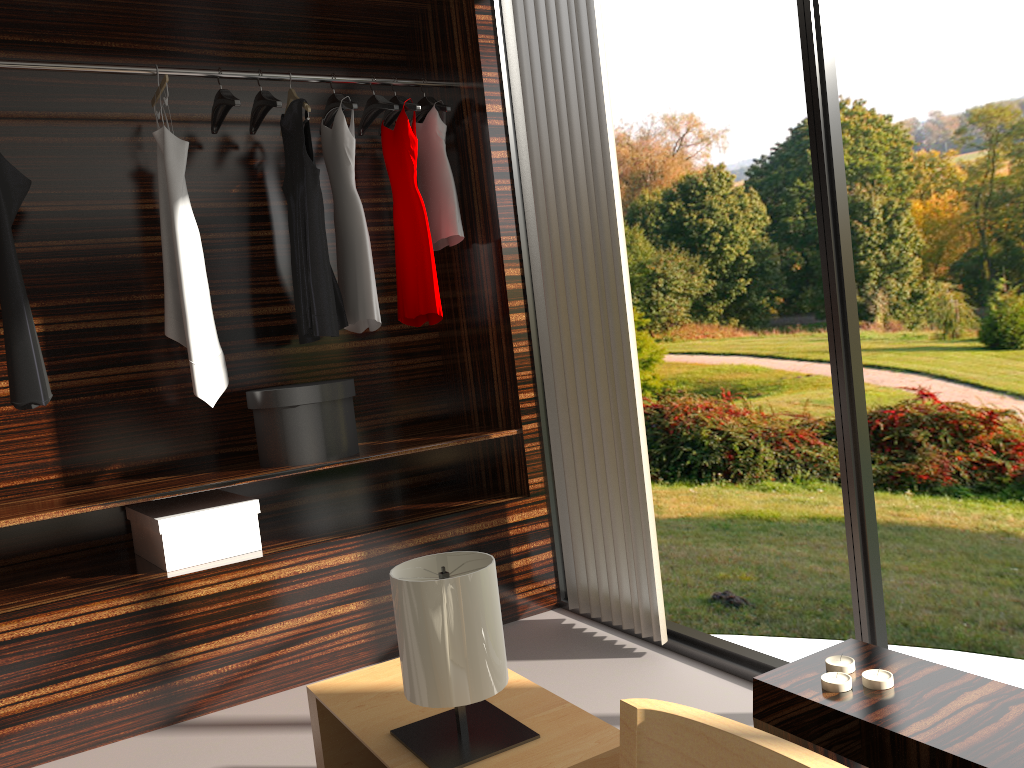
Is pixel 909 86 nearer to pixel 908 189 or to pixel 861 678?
pixel 908 189

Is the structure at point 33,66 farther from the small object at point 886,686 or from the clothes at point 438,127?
the small object at point 886,686

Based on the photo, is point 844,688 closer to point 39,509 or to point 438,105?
point 39,509

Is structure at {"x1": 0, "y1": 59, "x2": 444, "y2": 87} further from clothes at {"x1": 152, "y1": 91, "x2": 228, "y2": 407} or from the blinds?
the blinds

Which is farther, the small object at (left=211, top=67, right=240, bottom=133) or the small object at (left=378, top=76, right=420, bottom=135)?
the small object at (left=378, top=76, right=420, bottom=135)

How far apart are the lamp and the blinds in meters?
1.1 m

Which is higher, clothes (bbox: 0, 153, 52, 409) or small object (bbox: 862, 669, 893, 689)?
clothes (bbox: 0, 153, 52, 409)

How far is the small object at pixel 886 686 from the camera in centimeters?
Answer: 125cm

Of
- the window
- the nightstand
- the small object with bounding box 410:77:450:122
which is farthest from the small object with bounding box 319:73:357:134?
the nightstand

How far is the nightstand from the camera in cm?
155
